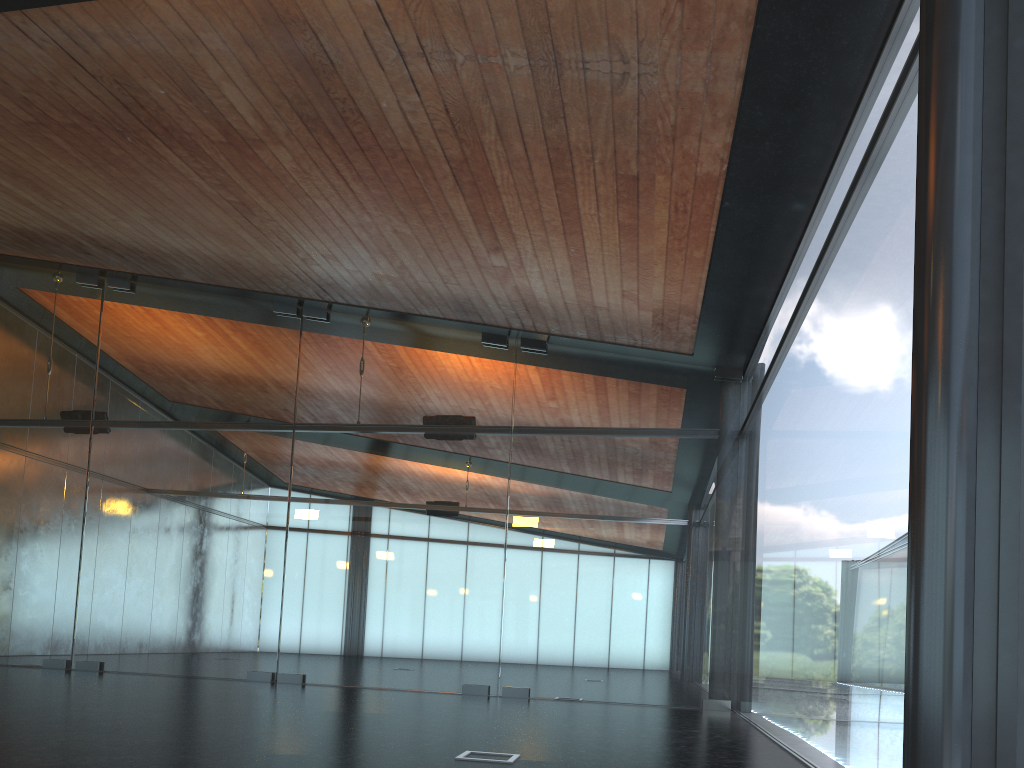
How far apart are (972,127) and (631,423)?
9.5m
